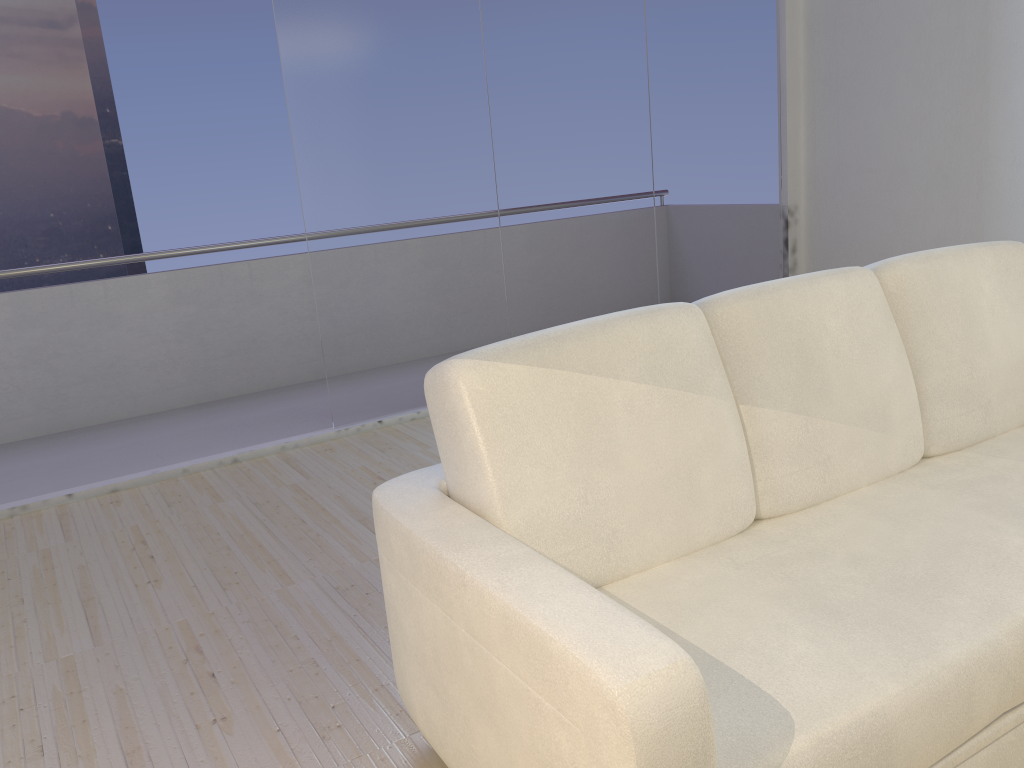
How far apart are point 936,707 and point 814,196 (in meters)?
4.51

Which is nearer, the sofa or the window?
the sofa

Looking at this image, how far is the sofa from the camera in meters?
1.2

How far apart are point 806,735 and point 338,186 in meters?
3.3

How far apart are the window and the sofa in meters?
2.4

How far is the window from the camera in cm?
398

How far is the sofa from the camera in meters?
1.2

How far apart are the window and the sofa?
2.4 meters

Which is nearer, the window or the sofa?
the sofa

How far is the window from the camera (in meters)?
3.98
